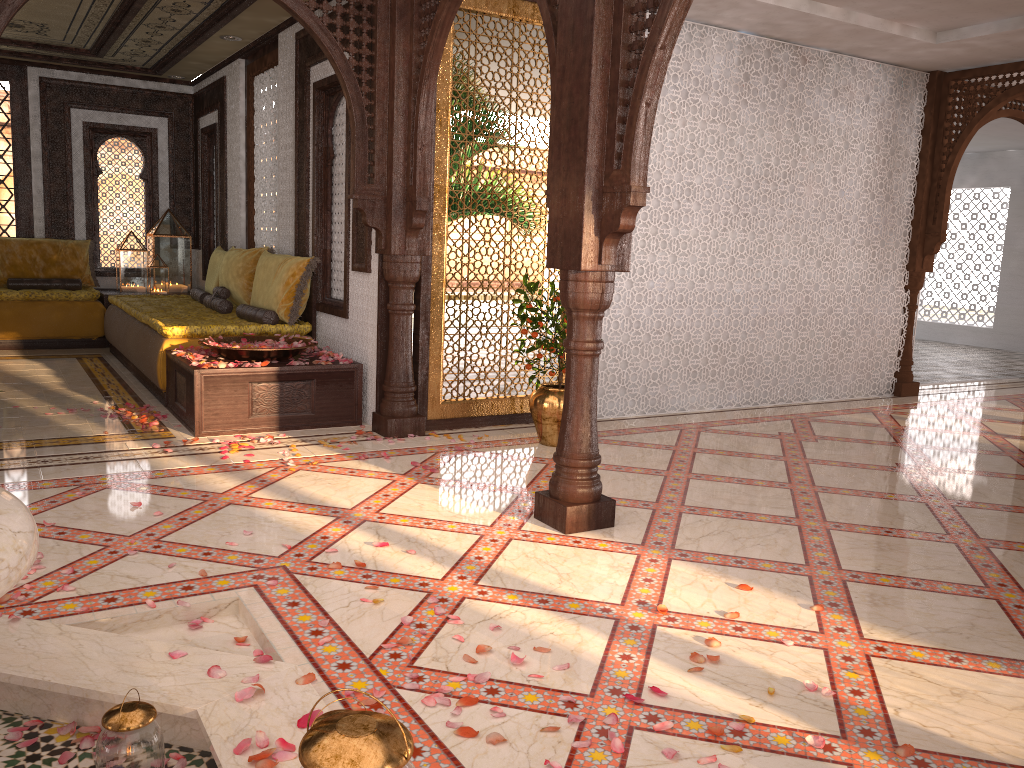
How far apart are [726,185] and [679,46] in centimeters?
106cm

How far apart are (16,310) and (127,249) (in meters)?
1.36

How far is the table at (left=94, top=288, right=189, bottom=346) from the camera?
8.85m

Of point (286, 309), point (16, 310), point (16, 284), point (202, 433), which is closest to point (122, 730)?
point (202, 433)

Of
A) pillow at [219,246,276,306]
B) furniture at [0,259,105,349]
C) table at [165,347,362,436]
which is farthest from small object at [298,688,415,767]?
furniture at [0,259,105,349]

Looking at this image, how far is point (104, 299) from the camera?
8.9 meters

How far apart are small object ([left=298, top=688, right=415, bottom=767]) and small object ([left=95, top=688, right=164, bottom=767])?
0.7 meters

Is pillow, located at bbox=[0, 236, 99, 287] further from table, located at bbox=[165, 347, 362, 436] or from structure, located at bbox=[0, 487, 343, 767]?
structure, located at bbox=[0, 487, 343, 767]

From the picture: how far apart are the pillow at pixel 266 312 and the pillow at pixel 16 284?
3.31m

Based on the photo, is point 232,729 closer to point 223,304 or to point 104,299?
point 223,304
